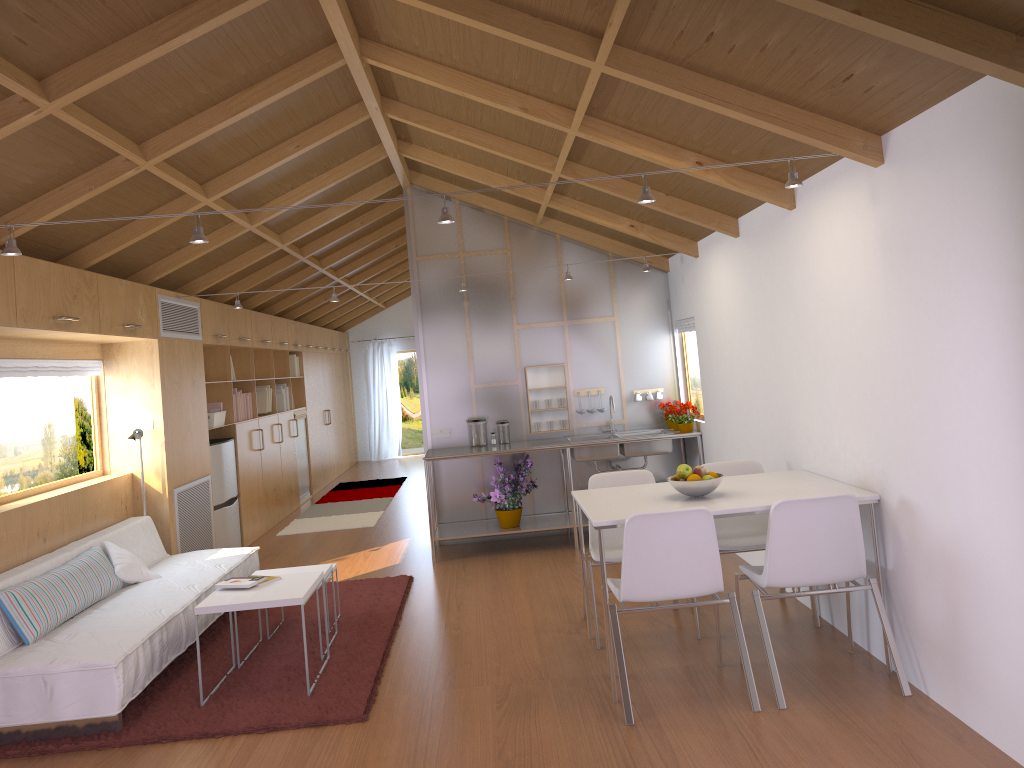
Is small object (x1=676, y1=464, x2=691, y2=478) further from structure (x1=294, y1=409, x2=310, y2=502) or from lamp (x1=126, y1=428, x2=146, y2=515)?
structure (x1=294, y1=409, x2=310, y2=502)

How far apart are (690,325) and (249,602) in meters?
4.0 m

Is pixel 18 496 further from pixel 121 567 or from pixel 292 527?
pixel 292 527

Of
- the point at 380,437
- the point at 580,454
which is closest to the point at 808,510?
the point at 580,454

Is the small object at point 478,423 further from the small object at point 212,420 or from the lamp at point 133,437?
the lamp at point 133,437

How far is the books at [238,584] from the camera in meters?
4.3 m

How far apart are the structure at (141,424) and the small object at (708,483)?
3.81m

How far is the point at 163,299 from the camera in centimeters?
625cm

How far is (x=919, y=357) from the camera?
3.26m

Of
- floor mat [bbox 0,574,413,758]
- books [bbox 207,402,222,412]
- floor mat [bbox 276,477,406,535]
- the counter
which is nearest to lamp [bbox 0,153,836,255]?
floor mat [bbox 0,574,413,758]
